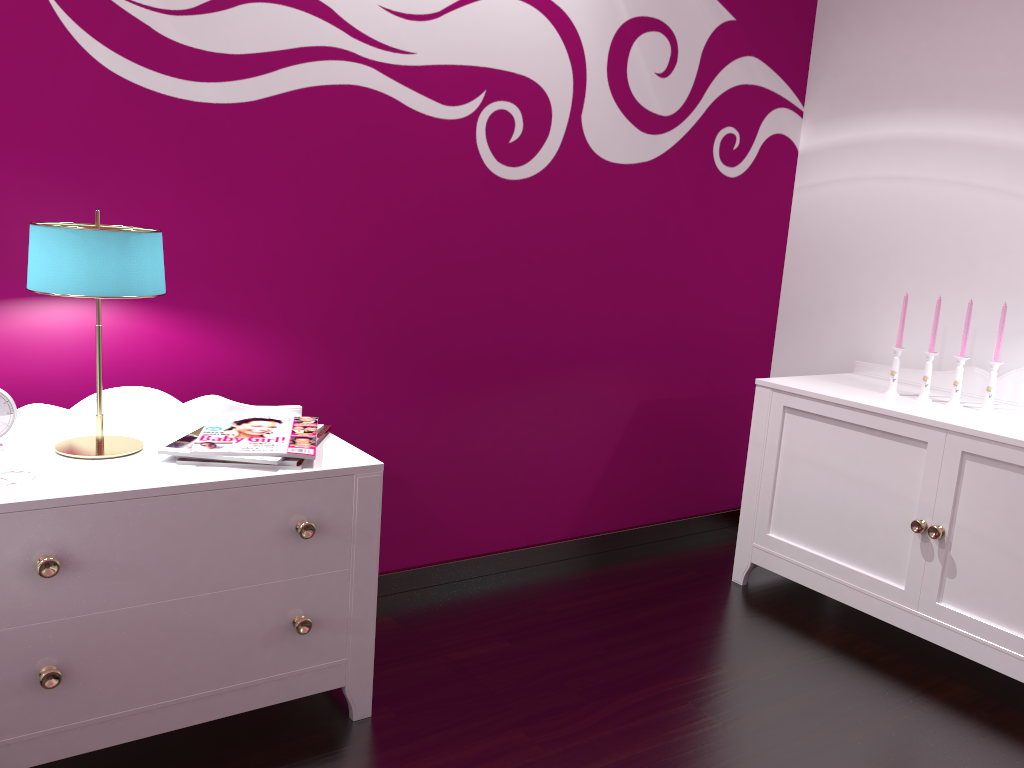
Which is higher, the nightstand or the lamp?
the lamp

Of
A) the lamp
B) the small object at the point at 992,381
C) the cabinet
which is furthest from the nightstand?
the small object at the point at 992,381

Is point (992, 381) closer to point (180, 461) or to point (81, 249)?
point (180, 461)

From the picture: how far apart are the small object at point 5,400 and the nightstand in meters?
0.0 m

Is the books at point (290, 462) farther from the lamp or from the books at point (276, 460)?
the lamp

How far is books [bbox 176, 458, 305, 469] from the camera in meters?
1.6 m

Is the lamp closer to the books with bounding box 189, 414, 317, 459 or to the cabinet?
the books with bounding box 189, 414, 317, 459

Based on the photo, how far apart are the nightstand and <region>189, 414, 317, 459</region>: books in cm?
2

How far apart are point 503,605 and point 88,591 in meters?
1.2 m

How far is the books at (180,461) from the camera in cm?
159
